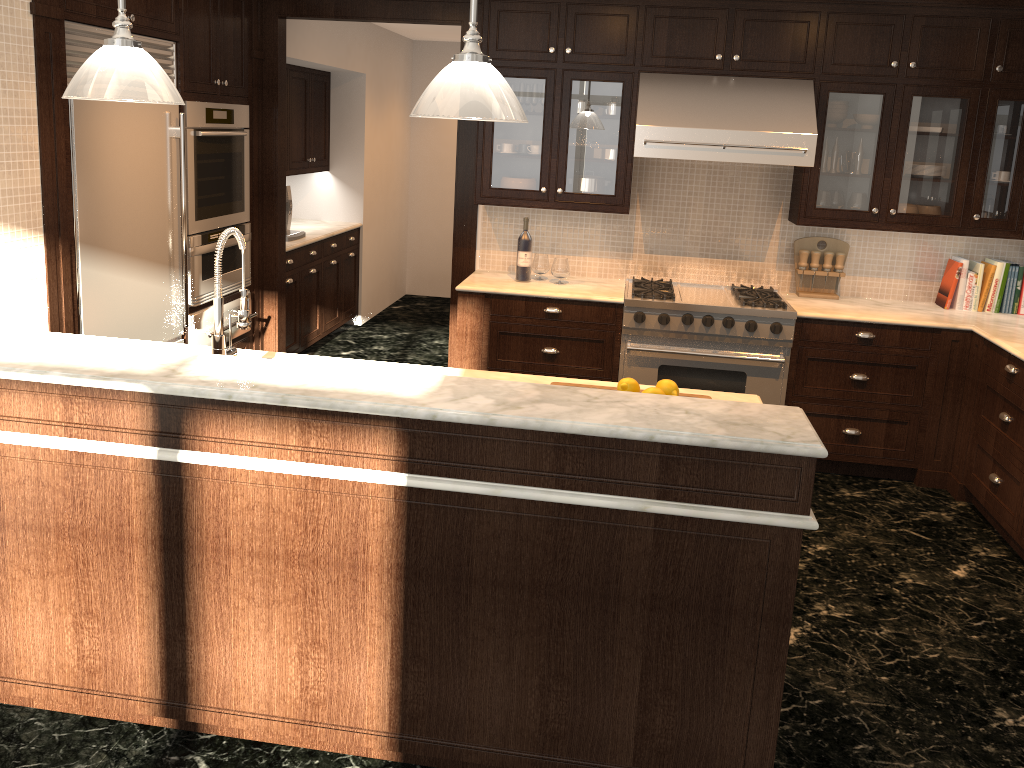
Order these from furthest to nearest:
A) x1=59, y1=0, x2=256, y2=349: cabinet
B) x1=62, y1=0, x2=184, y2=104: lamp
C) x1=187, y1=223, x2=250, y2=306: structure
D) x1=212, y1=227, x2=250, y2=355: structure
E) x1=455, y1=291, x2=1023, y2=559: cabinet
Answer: x1=187, y1=223, x2=250, y2=306: structure < x1=455, y1=291, x2=1023, y2=559: cabinet < x1=59, y1=0, x2=256, y2=349: cabinet < x1=212, y1=227, x2=250, y2=355: structure < x1=62, y1=0, x2=184, y2=104: lamp

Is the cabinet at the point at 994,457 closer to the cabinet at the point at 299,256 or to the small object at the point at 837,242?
the small object at the point at 837,242

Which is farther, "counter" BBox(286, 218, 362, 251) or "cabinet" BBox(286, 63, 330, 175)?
"cabinet" BBox(286, 63, 330, 175)

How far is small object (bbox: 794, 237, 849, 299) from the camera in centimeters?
510cm

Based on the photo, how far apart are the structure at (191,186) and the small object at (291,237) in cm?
88

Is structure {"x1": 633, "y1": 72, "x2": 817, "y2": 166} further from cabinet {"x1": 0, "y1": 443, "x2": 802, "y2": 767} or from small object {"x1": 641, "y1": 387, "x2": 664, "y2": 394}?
cabinet {"x1": 0, "y1": 443, "x2": 802, "y2": 767}

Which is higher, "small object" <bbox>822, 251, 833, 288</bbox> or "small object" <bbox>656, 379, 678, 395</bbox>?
"small object" <bbox>822, 251, 833, 288</bbox>

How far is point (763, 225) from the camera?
5.2 meters

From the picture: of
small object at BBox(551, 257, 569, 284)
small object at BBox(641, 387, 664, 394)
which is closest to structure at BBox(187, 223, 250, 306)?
small object at BBox(551, 257, 569, 284)

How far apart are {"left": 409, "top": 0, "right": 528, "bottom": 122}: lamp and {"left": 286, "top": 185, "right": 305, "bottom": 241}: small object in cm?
421
